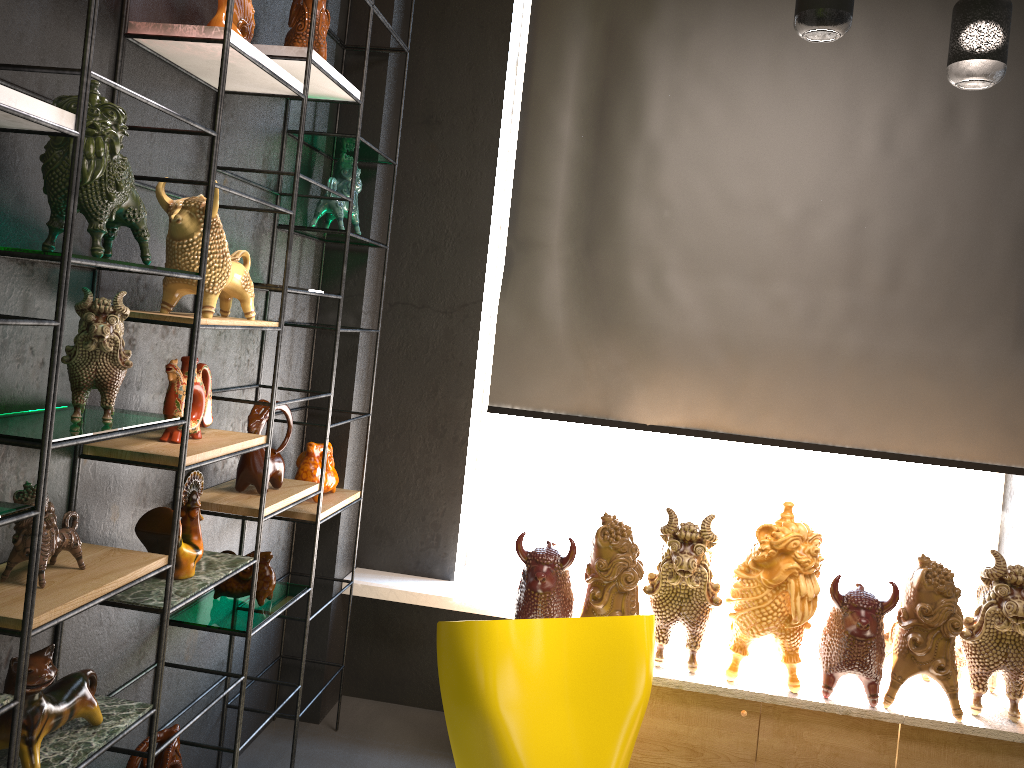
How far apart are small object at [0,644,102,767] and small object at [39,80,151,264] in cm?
80

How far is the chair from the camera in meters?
2.4 m

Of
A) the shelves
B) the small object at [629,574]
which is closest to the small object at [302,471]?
the shelves

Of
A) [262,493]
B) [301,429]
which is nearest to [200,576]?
[262,493]

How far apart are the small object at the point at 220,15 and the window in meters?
1.8

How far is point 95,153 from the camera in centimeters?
169cm

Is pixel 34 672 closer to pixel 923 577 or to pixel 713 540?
pixel 713 540

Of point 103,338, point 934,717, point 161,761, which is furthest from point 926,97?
point 161,761

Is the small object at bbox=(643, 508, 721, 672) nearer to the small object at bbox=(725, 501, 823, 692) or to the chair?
the small object at bbox=(725, 501, 823, 692)

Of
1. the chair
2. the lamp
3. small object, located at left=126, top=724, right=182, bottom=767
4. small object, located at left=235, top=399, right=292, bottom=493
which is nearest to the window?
small object, located at left=235, top=399, right=292, bottom=493
